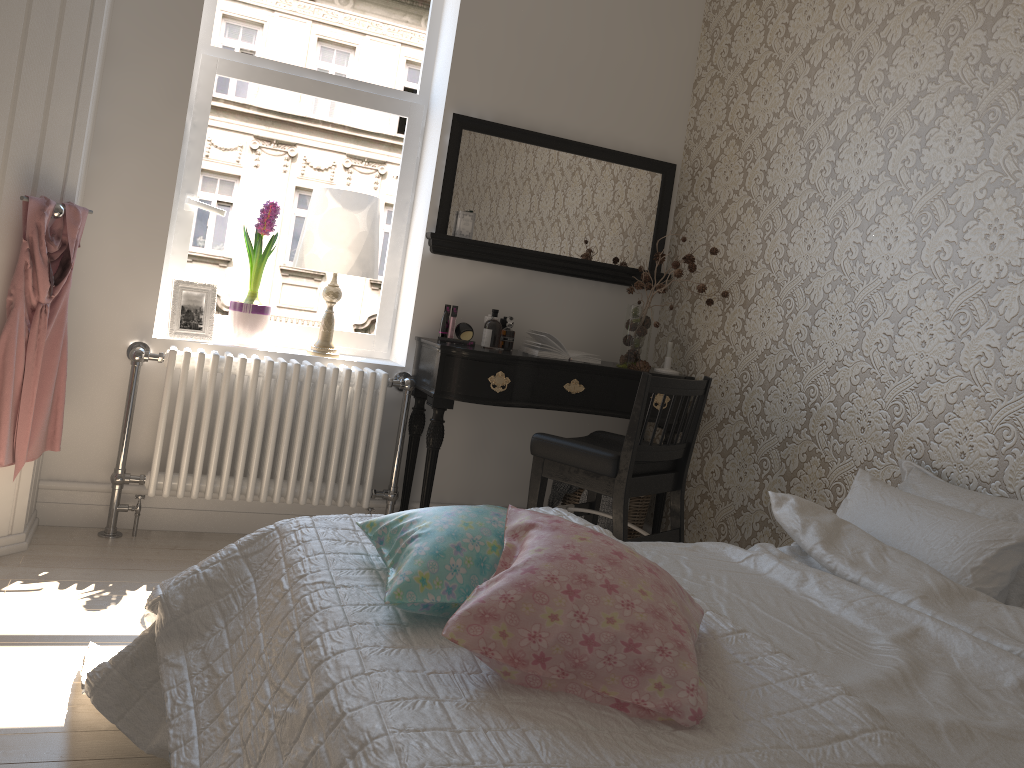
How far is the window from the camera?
3.41m

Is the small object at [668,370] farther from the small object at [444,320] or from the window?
the window

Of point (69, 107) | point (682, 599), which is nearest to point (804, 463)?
point (682, 599)

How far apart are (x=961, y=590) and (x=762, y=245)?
1.7m

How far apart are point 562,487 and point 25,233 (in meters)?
2.09

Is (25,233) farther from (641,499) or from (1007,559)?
(1007,559)

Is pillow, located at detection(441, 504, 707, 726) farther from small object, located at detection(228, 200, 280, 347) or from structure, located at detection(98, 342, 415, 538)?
small object, located at detection(228, 200, 280, 347)

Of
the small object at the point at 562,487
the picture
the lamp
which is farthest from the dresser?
the small object at the point at 562,487

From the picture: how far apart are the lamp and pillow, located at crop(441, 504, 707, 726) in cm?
202

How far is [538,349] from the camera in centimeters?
347cm
